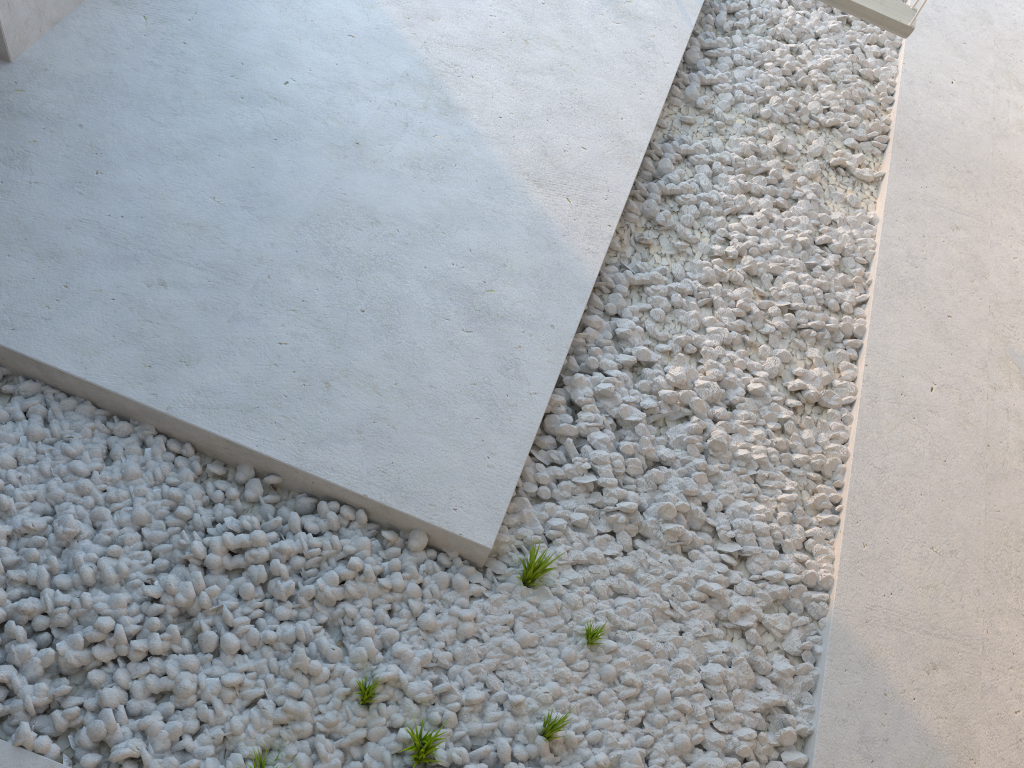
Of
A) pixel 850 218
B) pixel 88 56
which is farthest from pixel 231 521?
pixel 850 218

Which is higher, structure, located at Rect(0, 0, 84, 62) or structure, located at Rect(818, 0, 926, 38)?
structure, located at Rect(818, 0, 926, 38)

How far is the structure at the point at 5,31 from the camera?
2.32m

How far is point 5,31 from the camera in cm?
232

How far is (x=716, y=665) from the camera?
2.0m

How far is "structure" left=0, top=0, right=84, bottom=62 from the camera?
2.3 meters

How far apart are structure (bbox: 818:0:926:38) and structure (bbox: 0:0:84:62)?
2.4m

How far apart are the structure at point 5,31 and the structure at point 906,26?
2.4m

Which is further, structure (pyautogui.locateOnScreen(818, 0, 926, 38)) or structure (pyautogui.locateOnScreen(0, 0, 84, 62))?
structure (pyautogui.locateOnScreen(818, 0, 926, 38))

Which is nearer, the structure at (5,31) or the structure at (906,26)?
the structure at (5,31)
